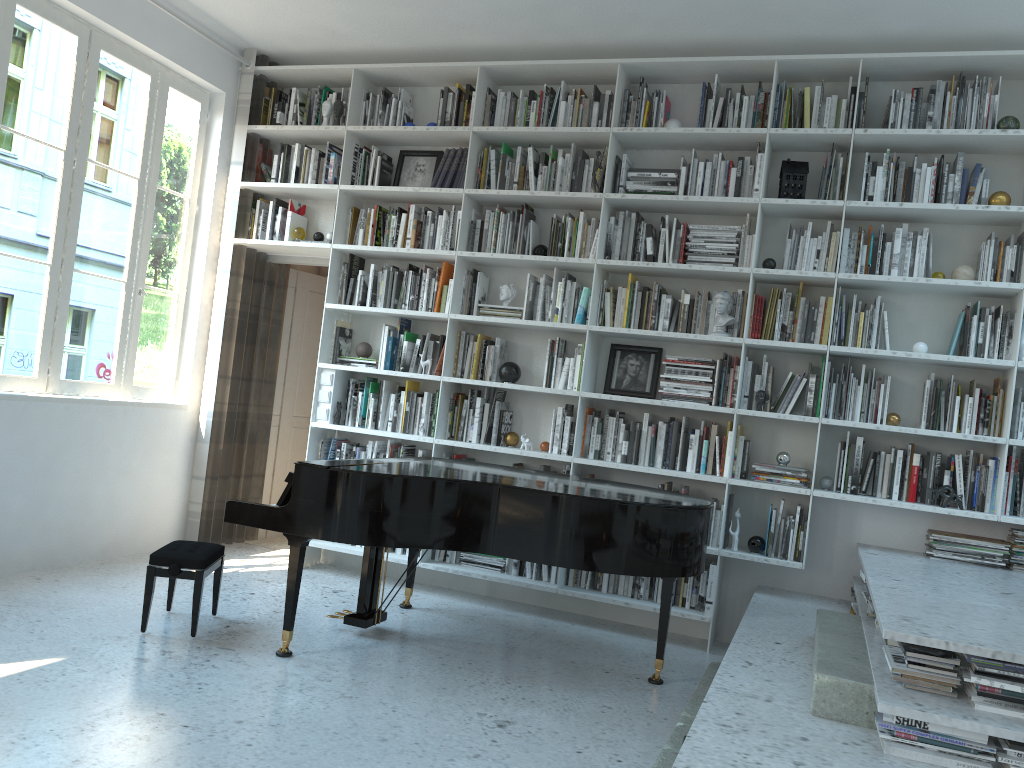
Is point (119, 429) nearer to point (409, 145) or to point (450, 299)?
point (450, 299)

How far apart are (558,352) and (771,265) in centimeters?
126cm

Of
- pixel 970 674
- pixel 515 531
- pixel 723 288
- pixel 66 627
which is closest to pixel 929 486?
pixel 723 288

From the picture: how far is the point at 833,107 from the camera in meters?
Answer: 4.6 m

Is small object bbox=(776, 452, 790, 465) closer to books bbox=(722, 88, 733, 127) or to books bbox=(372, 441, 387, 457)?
books bbox=(722, 88, 733, 127)

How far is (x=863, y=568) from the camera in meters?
3.8 m

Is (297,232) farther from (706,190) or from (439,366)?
(706,190)

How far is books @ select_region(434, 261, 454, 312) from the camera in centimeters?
536cm

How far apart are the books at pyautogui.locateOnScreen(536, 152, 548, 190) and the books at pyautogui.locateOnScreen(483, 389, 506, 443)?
1.37m

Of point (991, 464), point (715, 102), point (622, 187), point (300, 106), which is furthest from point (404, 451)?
point (991, 464)
